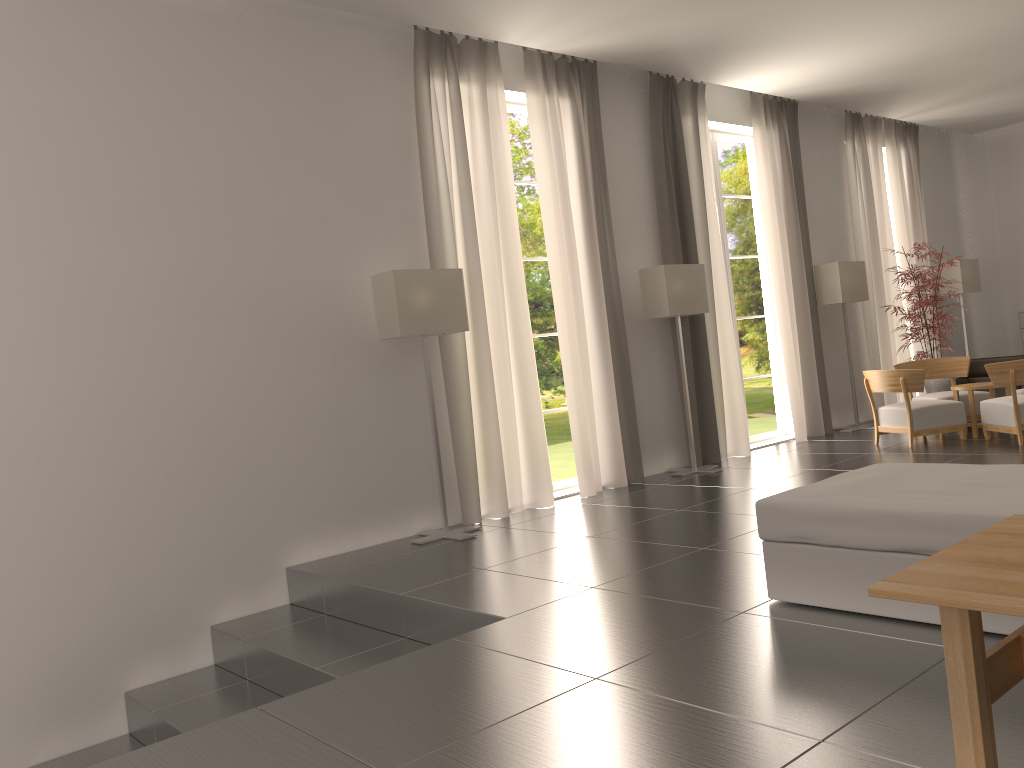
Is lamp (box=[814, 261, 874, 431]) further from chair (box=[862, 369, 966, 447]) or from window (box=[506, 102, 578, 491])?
window (box=[506, 102, 578, 491])

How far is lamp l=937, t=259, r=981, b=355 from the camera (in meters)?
19.77

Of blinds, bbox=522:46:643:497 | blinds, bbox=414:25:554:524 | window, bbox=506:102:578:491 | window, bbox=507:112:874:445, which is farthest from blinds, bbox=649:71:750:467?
window, bbox=507:112:874:445

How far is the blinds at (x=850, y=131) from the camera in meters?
18.0

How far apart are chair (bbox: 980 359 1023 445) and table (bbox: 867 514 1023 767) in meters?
9.0 m

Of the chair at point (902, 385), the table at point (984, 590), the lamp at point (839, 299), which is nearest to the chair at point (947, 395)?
the chair at point (902, 385)

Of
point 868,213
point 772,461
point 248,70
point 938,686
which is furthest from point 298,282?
point 868,213

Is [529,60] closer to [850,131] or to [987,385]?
[987,385]

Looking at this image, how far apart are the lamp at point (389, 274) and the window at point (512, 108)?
2.5 meters

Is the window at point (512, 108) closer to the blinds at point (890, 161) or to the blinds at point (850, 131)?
the blinds at point (850, 131)
